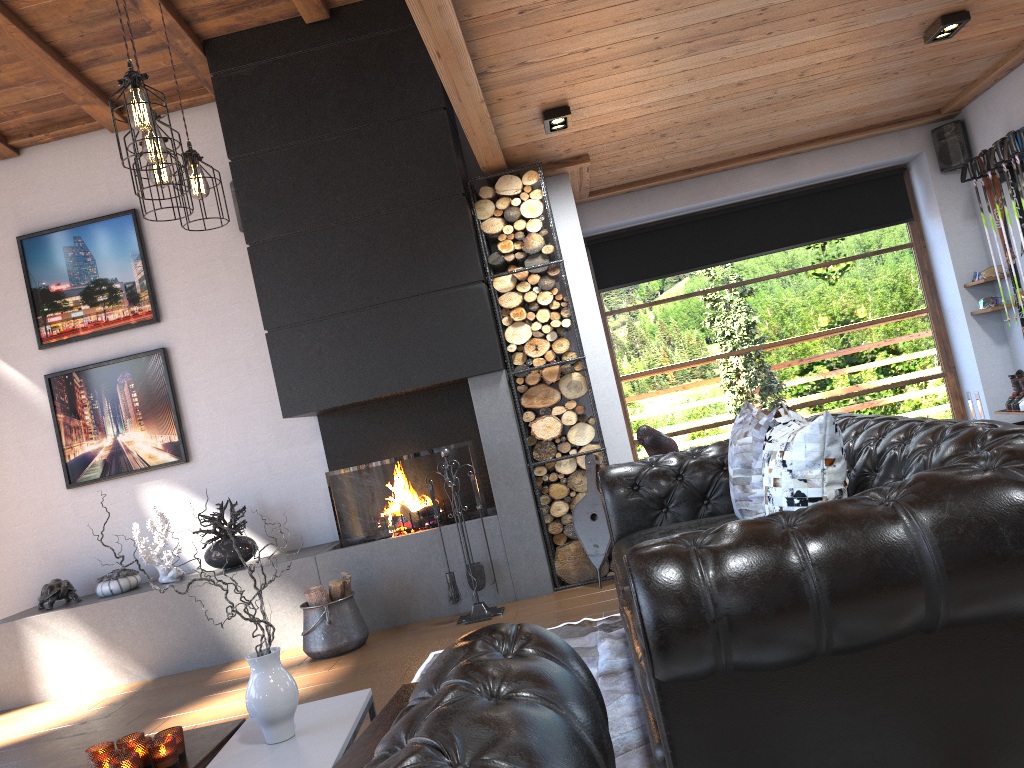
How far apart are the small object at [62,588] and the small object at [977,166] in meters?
6.9

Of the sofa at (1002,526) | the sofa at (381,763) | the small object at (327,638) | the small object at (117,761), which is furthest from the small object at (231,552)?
the sofa at (381,763)

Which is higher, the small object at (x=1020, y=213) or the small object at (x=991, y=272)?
the small object at (x=1020, y=213)

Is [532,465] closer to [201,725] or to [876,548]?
[201,725]

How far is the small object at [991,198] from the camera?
6.29m

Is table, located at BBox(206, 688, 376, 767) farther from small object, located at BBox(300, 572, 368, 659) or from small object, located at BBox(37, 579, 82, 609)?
small object, located at BBox(37, 579, 82, 609)

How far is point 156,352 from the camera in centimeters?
618cm

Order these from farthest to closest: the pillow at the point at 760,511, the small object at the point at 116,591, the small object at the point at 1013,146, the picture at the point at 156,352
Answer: the picture at the point at 156,352, the small object at the point at 116,591, the small object at the point at 1013,146, the pillow at the point at 760,511

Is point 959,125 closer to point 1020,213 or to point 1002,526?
point 1020,213

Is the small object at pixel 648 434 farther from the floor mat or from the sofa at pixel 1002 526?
the floor mat
